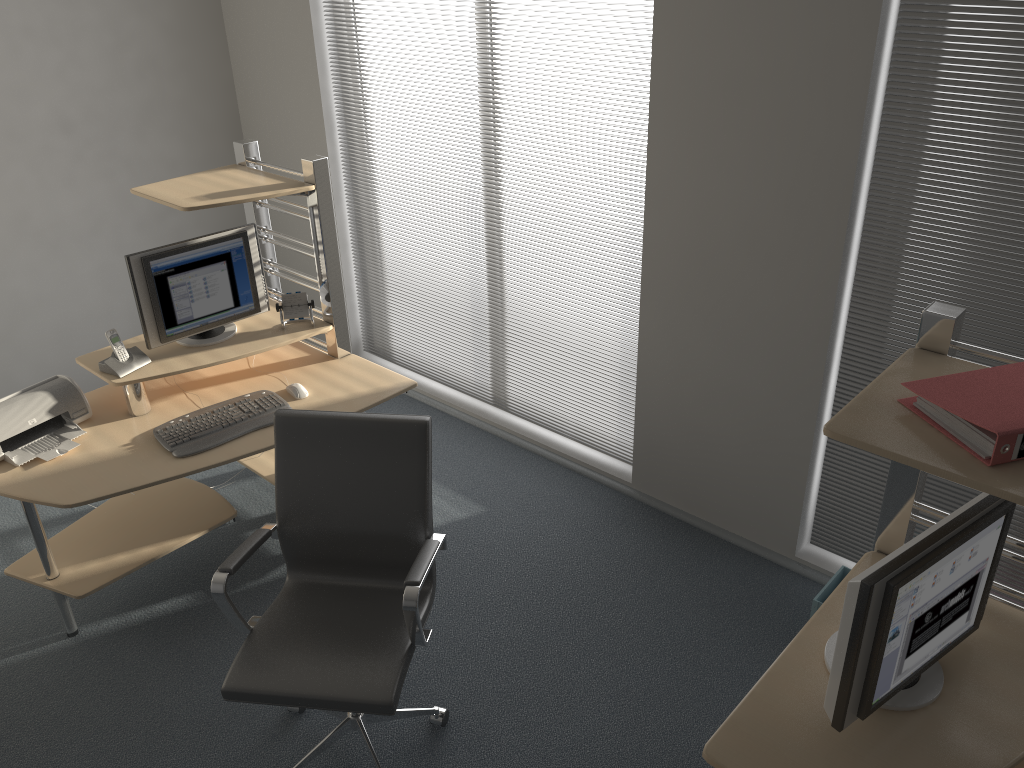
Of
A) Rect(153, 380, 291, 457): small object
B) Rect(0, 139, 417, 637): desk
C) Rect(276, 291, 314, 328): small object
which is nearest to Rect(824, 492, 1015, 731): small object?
Rect(0, 139, 417, 637): desk

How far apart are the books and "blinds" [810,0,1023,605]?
1.01m

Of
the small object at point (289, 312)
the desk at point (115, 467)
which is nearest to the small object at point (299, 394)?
the desk at point (115, 467)

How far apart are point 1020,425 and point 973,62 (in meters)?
1.47

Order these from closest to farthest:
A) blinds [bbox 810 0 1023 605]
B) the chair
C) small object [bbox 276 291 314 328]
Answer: the chair → blinds [bbox 810 0 1023 605] → small object [bbox 276 291 314 328]

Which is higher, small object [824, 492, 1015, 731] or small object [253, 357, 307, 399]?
small object [824, 492, 1015, 731]

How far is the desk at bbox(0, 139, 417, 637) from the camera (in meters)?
3.04

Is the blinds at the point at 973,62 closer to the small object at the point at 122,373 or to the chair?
the chair

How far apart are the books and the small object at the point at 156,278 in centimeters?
257cm

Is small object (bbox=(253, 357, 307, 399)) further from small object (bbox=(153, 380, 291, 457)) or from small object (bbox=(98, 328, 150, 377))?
small object (bbox=(98, 328, 150, 377))
